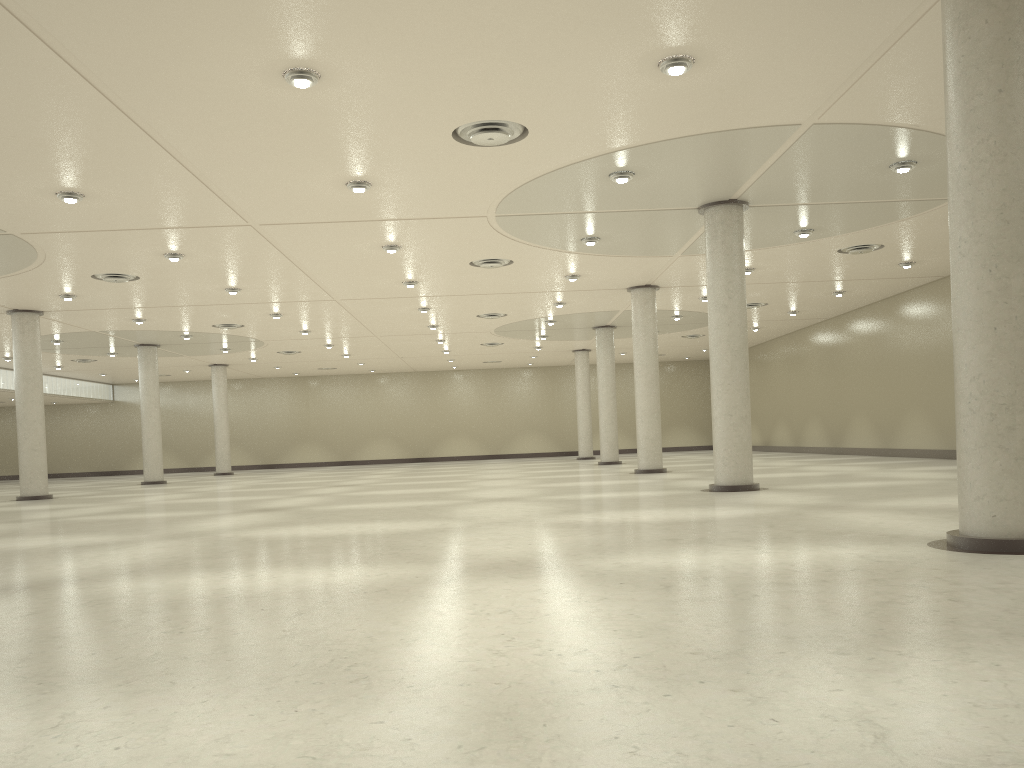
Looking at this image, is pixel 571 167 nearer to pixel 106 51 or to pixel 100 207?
pixel 106 51

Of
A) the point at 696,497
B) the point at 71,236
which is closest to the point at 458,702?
the point at 696,497

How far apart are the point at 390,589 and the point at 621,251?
35.8 meters
